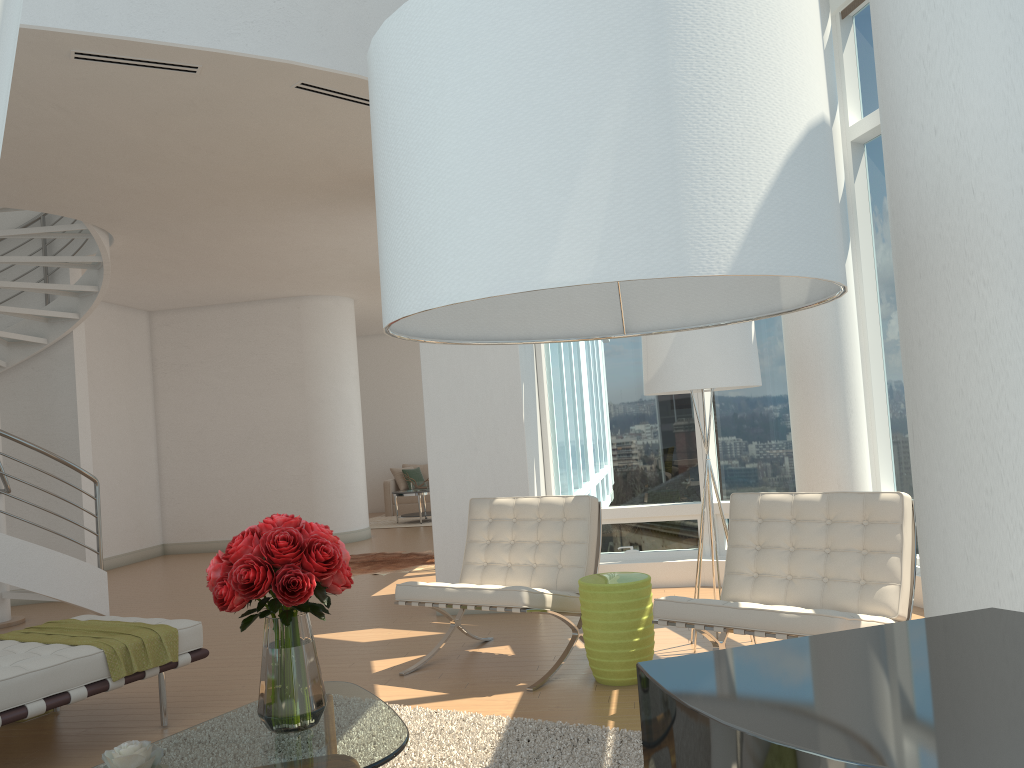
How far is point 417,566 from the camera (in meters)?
9.28

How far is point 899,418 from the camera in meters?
6.4 m

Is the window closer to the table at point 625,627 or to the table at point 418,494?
the table at point 625,627

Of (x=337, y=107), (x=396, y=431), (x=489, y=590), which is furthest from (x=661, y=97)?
(x=396, y=431)

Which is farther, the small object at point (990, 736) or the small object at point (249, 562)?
the small object at point (249, 562)

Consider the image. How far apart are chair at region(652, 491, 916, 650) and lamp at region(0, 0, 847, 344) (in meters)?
2.31

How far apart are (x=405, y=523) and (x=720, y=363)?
10.0m

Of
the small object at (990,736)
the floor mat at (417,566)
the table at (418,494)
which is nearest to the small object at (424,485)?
the table at (418,494)

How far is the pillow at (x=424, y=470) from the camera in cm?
1632

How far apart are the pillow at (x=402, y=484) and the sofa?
0.1 meters
